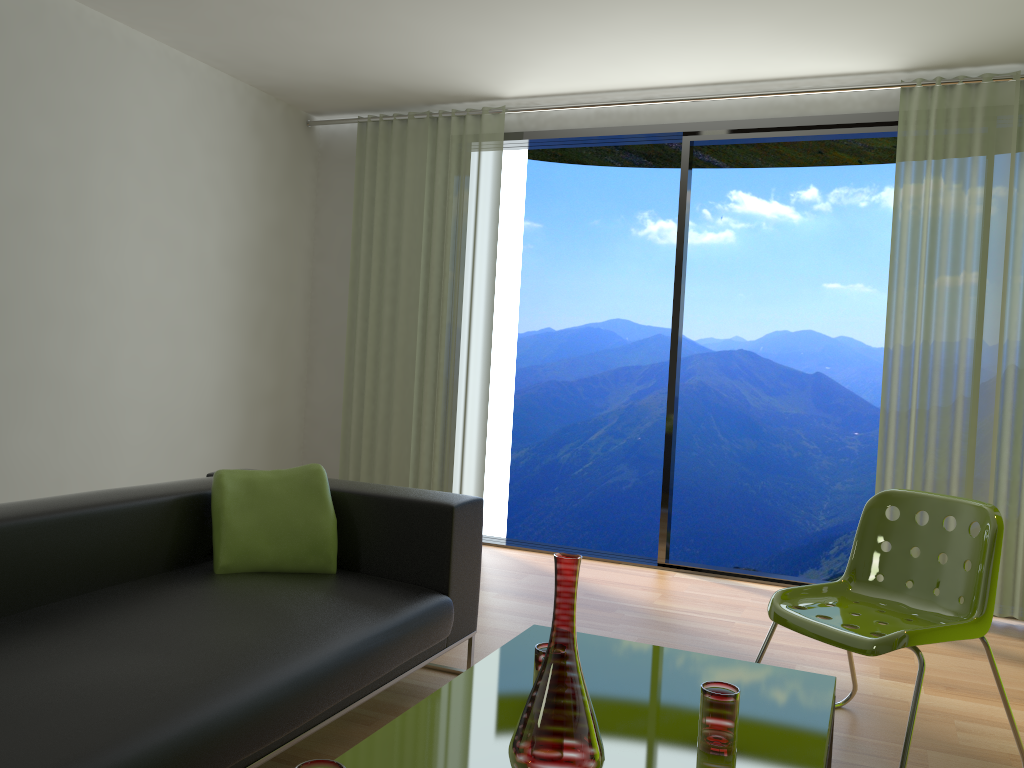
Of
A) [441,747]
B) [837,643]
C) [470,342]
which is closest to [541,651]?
[441,747]

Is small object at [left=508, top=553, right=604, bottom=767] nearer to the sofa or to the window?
the sofa

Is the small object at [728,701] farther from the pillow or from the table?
the pillow

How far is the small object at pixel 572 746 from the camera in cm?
148

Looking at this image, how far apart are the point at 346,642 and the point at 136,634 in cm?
50

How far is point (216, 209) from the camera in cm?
498

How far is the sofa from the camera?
1.7m

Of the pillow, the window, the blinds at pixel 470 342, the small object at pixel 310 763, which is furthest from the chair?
the blinds at pixel 470 342

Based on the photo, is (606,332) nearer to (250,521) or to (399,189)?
(399,189)

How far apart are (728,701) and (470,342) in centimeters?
370cm
